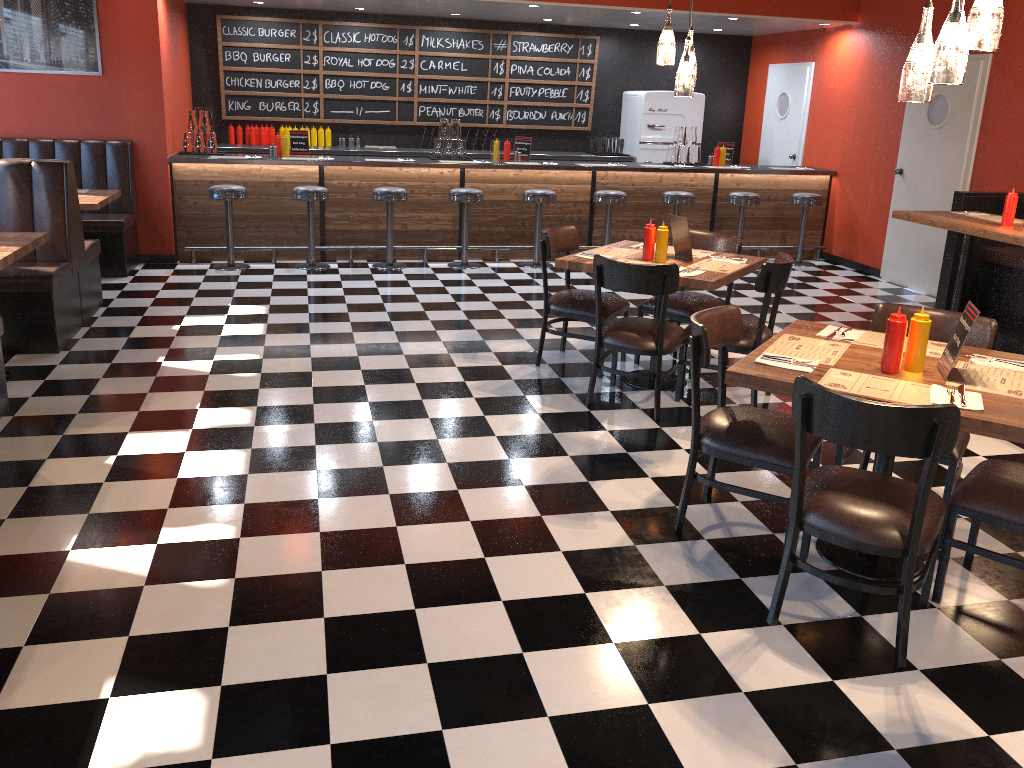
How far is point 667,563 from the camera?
3.4 meters

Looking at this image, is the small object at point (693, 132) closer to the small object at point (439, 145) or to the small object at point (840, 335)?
the small object at point (439, 145)

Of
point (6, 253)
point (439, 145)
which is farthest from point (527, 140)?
point (6, 253)

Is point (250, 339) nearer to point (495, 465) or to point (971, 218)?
point (495, 465)

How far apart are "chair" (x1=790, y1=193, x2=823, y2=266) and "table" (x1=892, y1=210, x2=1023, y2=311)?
3.4m

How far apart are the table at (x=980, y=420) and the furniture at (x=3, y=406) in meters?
→ 3.7

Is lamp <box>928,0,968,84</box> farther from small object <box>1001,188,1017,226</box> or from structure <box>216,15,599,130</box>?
structure <box>216,15,599,130</box>

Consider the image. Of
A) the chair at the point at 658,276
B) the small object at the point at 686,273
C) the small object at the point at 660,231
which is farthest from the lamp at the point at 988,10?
the small object at the point at 660,231

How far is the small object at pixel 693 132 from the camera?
9.7m

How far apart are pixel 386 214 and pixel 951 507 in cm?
649
